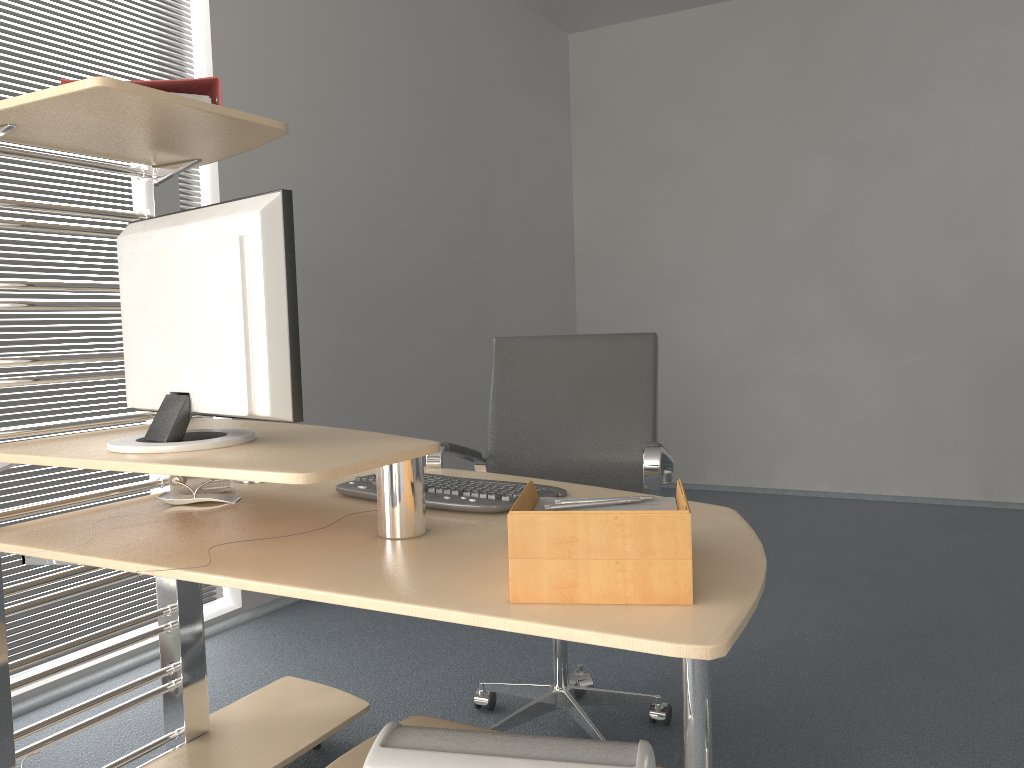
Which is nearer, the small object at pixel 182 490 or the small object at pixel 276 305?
the small object at pixel 276 305

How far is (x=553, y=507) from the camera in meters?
1.3

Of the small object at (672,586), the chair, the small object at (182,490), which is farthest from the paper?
the small object at (182,490)

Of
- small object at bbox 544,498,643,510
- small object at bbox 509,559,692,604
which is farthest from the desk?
small object at bbox 544,498,643,510

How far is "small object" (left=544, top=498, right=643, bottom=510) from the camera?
1.3m

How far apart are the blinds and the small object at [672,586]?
2.1 meters

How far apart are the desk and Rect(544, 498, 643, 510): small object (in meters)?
0.11

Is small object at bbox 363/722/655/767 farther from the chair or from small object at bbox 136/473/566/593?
the chair

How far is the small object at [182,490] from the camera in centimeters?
194cm

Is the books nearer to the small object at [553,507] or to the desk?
the desk
